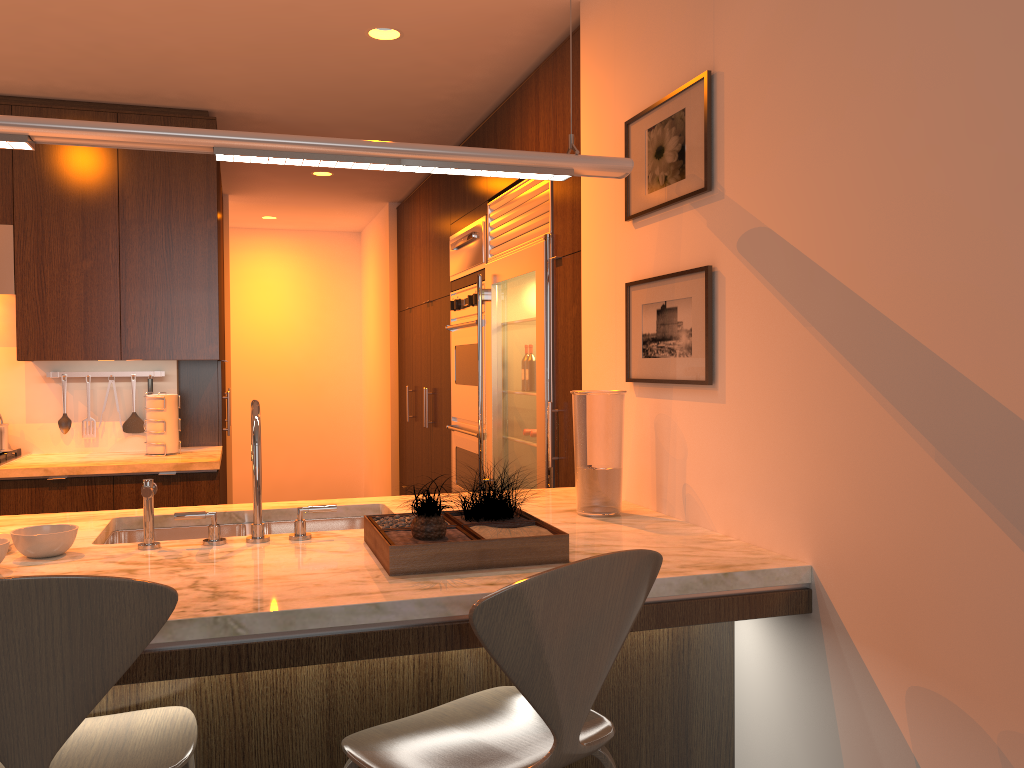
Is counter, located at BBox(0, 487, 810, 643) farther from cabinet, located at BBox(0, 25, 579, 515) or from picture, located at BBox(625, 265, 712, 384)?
cabinet, located at BBox(0, 25, 579, 515)

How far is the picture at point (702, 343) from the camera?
2.25m

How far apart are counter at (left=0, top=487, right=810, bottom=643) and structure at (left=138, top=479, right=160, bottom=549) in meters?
0.0 m

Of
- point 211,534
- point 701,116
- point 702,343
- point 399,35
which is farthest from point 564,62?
point 211,534

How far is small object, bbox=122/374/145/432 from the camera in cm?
447

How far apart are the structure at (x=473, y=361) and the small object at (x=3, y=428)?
2.2m

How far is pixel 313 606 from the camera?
1.6 meters

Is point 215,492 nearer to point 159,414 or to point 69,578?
point 159,414

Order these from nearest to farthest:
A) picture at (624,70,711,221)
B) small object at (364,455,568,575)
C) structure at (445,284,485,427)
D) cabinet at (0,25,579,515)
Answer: small object at (364,455,568,575) < picture at (624,70,711,221) < cabinet at (0,25,579,515) < structure at (445,284,485,427)

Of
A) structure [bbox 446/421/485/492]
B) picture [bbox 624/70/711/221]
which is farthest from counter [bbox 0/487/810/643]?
structure [bbox 446/421/485/492]
